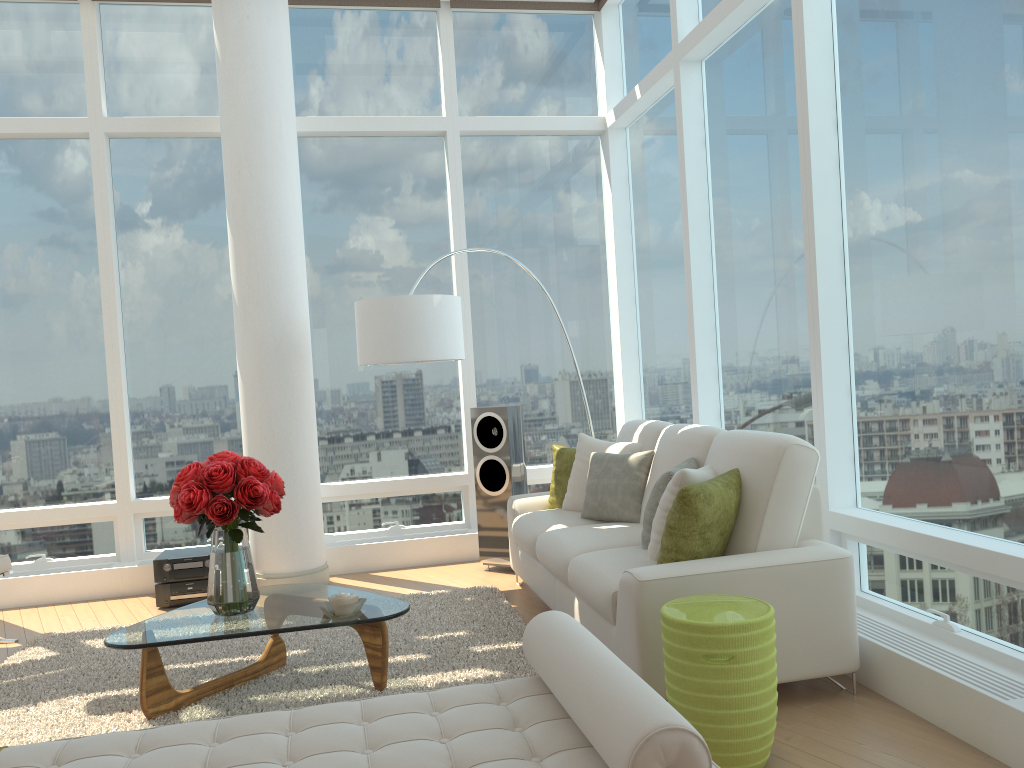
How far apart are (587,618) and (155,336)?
4.2m

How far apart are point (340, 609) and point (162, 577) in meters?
2.5

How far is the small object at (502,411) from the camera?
6.1m

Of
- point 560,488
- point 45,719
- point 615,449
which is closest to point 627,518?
point 615,449

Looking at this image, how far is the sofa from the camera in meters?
3.4

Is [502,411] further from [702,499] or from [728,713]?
[728,713]

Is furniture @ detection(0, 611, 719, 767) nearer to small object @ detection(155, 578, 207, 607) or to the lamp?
the lamp

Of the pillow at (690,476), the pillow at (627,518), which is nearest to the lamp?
the pillow at (627,518)

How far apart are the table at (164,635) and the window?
2.02m

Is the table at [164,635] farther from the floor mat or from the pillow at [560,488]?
the pillow at [560,488]
